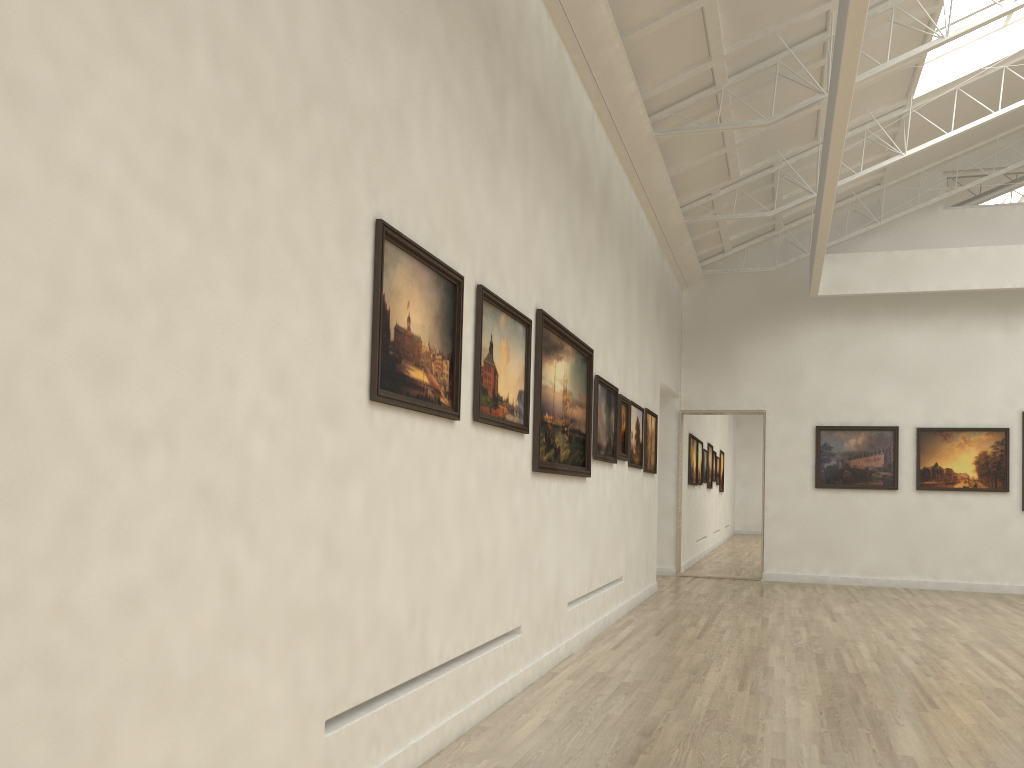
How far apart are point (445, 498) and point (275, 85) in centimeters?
454cm
